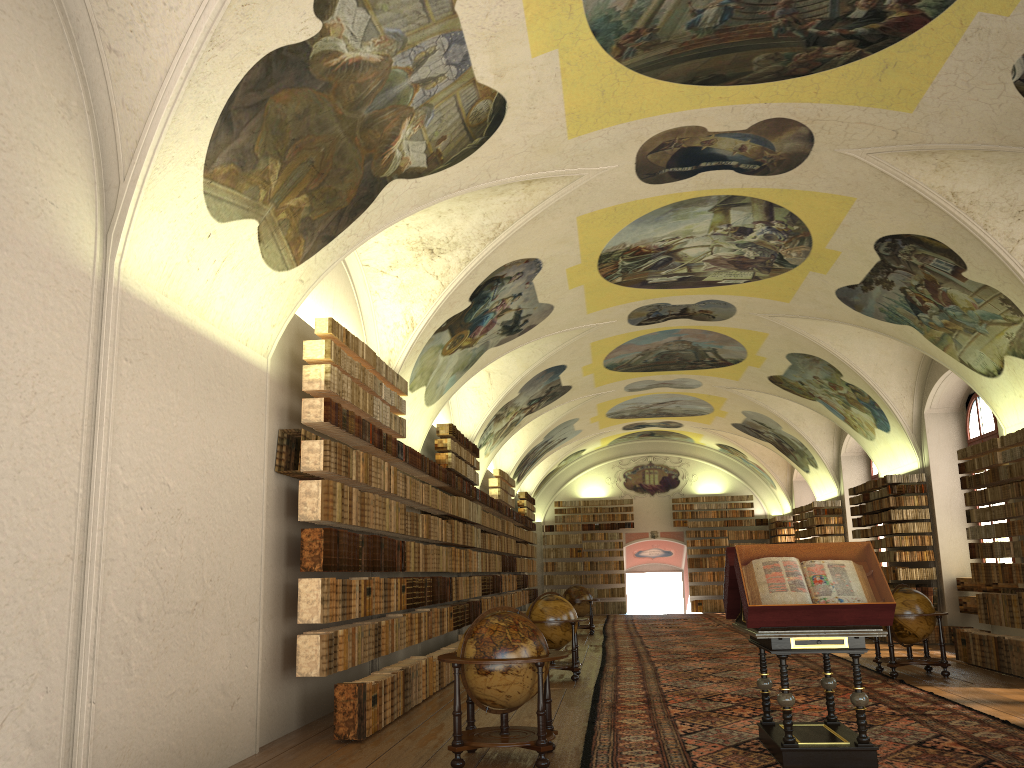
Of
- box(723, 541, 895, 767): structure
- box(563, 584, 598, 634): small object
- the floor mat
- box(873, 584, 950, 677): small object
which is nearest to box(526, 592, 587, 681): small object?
the floor mat

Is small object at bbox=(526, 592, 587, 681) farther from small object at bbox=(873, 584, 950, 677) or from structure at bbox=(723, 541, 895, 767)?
structure at bbox=(723, 541, 895, 767)

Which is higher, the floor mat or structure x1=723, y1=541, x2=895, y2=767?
structure x1=723, y1=541, x2=895, y2=767

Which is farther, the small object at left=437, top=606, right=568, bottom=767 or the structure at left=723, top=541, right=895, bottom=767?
the small object at left=437, top=606, right=568, bottom=767

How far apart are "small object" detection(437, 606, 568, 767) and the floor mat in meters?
0.3

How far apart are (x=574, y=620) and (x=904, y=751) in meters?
6.9 m

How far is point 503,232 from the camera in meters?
13.4 m

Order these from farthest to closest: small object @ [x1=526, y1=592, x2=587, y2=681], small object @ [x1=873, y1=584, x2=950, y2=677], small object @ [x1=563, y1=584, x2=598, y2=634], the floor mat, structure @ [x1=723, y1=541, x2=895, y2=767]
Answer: small object @ [x1=563, y1=584, x2=598, y2=634], small object @ [x1=526, y1=592, x2=587, y2=681], small object @ [x1=873, y1=584, x2=950, y2=677], the floor mat, structure @ [x1=723, y1=541, x2=895, y2=767]

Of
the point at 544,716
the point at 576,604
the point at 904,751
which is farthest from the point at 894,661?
the point at 576,604

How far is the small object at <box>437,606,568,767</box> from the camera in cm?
808
